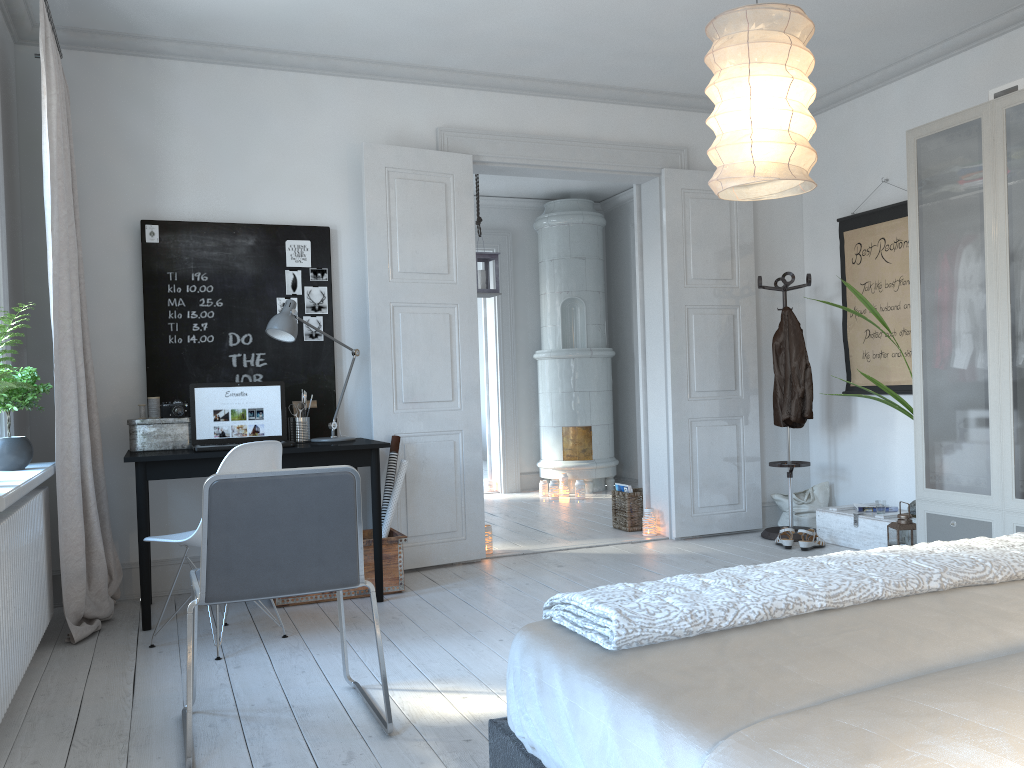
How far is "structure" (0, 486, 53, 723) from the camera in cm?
263

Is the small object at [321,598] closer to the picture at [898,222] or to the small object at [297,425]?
the small object at [297,425]

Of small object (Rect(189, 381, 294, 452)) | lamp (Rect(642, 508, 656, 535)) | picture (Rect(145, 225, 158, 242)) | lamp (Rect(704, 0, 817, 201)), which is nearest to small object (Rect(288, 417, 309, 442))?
small object (Rect(189, 381, 294, 452))

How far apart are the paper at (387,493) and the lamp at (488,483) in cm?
388

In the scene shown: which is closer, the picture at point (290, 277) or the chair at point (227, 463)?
the chair at point (227, 463)

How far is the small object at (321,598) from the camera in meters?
4.2 m

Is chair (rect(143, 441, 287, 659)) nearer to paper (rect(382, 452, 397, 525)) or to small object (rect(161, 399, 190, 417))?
small object (rect(161, 399, 190, 417))

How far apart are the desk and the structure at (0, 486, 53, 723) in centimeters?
33cm

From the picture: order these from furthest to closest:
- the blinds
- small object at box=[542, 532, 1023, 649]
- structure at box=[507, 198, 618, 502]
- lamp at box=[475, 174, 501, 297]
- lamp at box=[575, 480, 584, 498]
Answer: structure at box=[507, 198, 618, 502] → lamp at box=[575, 480, 584, 498] → lamp at box=[475, 174, 501, 297] → the blinds → small object at box=[542, 532, 1023, 649]

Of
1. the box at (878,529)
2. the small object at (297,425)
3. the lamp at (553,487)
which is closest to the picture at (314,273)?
the small object at (297,425)
